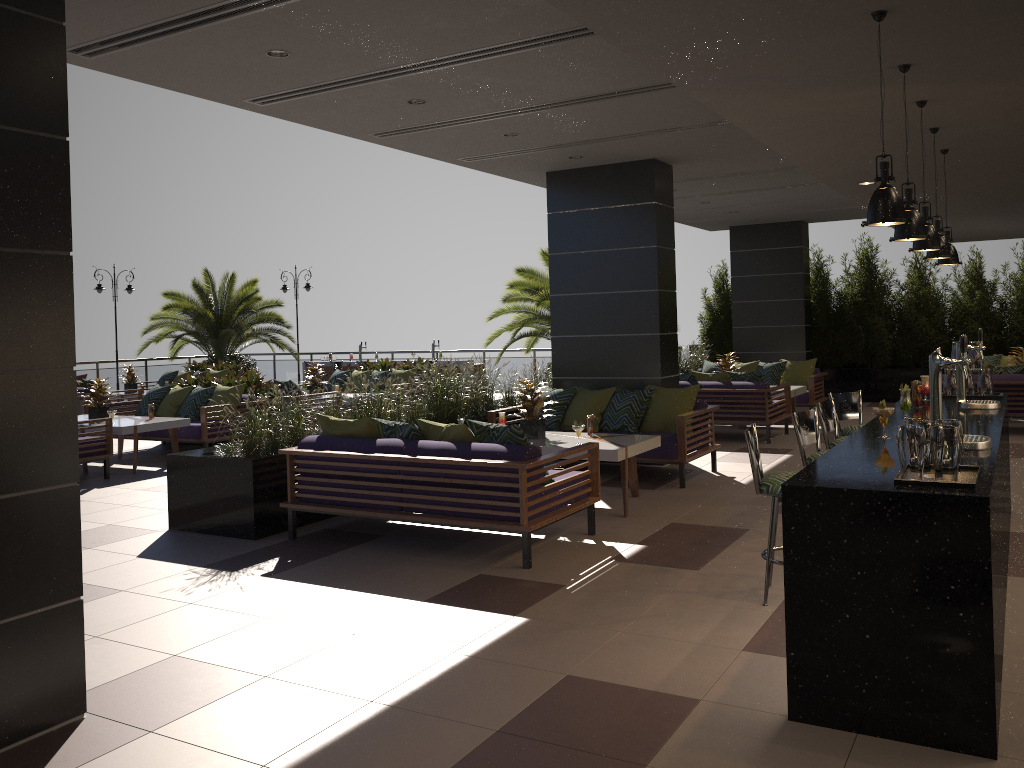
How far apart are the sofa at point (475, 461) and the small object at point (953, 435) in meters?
2.7 m

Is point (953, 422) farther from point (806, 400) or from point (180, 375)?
point (180, 375)

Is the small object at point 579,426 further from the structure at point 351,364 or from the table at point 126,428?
the structure at point 351,364

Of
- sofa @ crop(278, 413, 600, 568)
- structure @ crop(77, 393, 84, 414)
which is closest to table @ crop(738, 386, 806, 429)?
sofa @ crop(278, 413, 600, 568)

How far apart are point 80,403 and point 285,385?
4.02m

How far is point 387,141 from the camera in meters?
8.1 m

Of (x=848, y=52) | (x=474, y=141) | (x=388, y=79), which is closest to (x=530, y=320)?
(x=474, y=141)

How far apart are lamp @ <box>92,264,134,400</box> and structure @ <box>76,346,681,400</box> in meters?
1.9 m

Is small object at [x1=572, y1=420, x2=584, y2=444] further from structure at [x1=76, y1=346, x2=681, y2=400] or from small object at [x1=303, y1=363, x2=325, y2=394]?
structure at [x1=76, y1=346, x2=681, y2=400]

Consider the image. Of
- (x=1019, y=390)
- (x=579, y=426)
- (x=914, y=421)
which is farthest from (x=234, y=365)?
(x=914, y=421)
